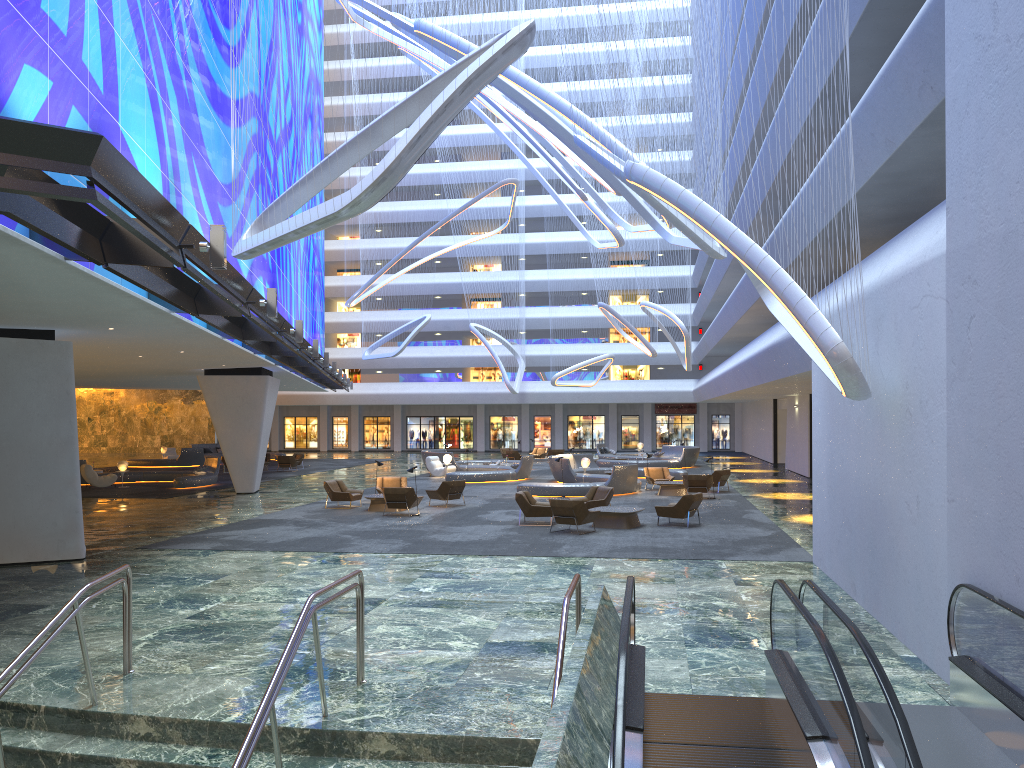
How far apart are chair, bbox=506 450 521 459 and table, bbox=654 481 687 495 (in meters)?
19.02

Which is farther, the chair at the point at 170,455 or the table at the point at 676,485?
the chair at the point at 170,455

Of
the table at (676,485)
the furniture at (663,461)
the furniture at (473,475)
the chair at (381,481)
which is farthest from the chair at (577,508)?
the furniture at (663,461)

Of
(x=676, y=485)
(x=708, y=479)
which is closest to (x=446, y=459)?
(x=676, y=485)

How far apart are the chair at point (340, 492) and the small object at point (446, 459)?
11.41m

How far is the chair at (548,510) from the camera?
20.5 meters

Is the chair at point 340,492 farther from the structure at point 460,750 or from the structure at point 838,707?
the structure at point 838,707

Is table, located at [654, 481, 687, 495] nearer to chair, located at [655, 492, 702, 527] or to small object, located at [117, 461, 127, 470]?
chair, located at [655, 492, 702, 527]

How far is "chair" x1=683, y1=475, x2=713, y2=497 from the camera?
26.9m

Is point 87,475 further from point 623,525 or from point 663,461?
point 663,461
